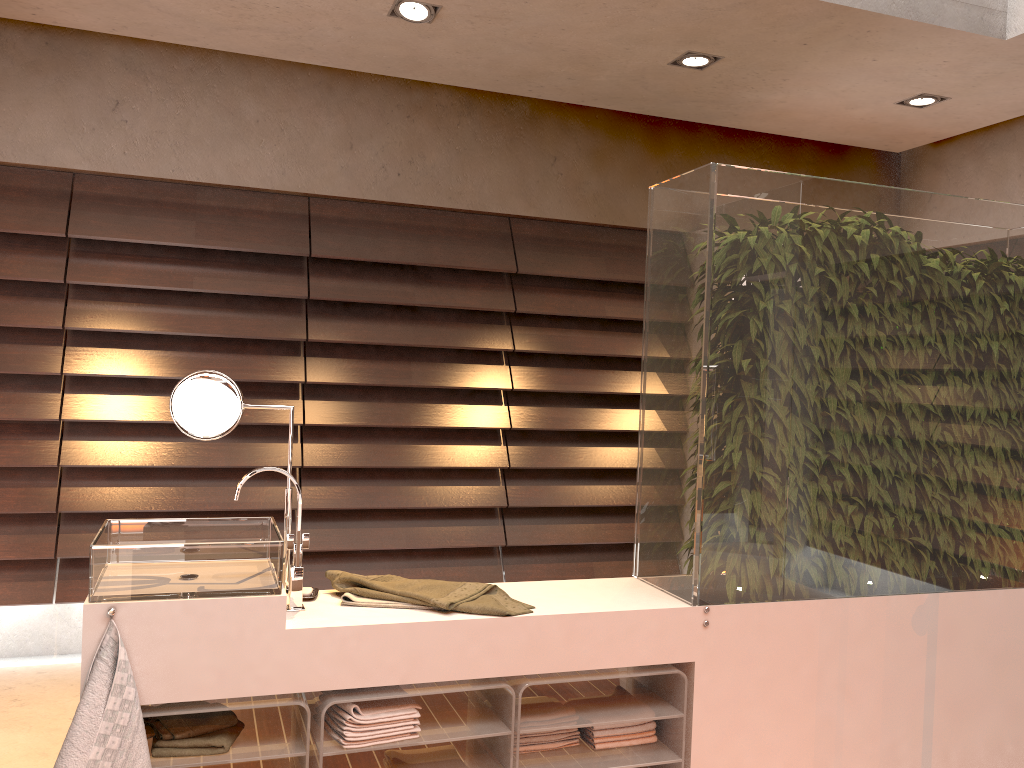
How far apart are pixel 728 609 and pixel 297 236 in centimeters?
254cm

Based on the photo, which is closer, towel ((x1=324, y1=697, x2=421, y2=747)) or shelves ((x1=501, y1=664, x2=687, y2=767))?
towel ((x1=324, y1=697, x2=421, y2=747))

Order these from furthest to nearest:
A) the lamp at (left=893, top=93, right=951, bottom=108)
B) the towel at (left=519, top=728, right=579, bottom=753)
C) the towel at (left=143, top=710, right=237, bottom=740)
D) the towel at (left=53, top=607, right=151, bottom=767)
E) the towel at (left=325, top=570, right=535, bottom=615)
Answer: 1. the lamp at (left=893, top=93, right=951, bottom=108)
2. the towel at (left=519, top=728, right=579, bottom=753)
3. the towel at (left=325, top=570, right=535, bottom=615)
4. the towel at (left=143, top=710, right=237, bottom=740)
5. the towel at (left=53, top=607, right=151, bottom=767)

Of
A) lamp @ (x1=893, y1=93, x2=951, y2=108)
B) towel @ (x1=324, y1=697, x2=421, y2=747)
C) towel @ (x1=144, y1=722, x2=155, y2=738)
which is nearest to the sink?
towel @ (x1=324, y1=697, x2=421, y2=747)

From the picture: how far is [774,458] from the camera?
2.5 meters

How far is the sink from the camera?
1.93m

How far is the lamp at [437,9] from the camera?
3.15m

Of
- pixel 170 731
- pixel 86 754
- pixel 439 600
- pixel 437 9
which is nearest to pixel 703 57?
pixel 437 9

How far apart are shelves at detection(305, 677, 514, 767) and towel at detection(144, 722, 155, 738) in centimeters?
37cm

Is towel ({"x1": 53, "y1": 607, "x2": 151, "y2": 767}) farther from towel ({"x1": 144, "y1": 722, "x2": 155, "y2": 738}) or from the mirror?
A: the mirror
